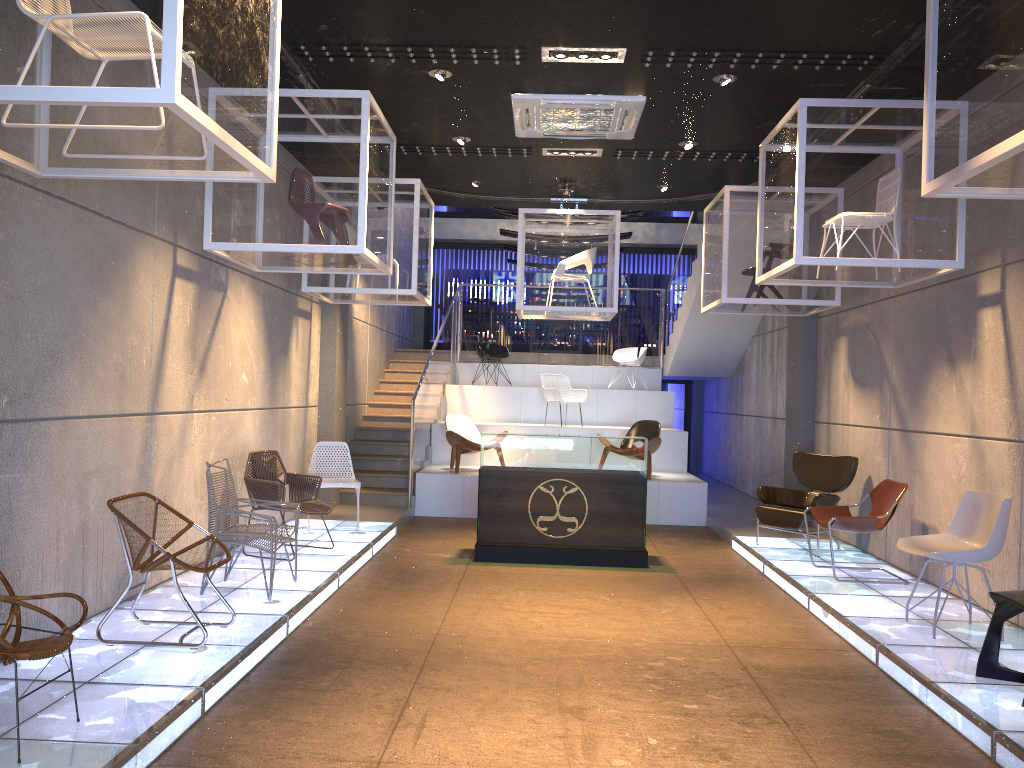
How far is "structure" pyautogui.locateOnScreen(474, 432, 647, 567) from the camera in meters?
8.3 m

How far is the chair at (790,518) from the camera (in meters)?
8.53

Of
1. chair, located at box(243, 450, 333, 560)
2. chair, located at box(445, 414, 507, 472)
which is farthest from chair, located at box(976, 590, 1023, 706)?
chair, located at box(445, 414, 507, 472)

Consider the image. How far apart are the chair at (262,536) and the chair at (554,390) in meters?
7.3

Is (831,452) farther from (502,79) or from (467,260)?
(467,260)

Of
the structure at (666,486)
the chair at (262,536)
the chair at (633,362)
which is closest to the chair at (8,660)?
the chair at (262,536)

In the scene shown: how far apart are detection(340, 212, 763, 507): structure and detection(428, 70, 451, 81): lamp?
3.6 meters

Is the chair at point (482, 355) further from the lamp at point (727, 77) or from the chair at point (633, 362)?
the lamp at point (727, 77)

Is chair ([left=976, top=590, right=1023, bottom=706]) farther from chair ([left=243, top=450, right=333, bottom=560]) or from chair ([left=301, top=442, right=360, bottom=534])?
chair ([left=301, top=442, right=360, bottom=534])

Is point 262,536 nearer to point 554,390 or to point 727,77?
point 727,77
